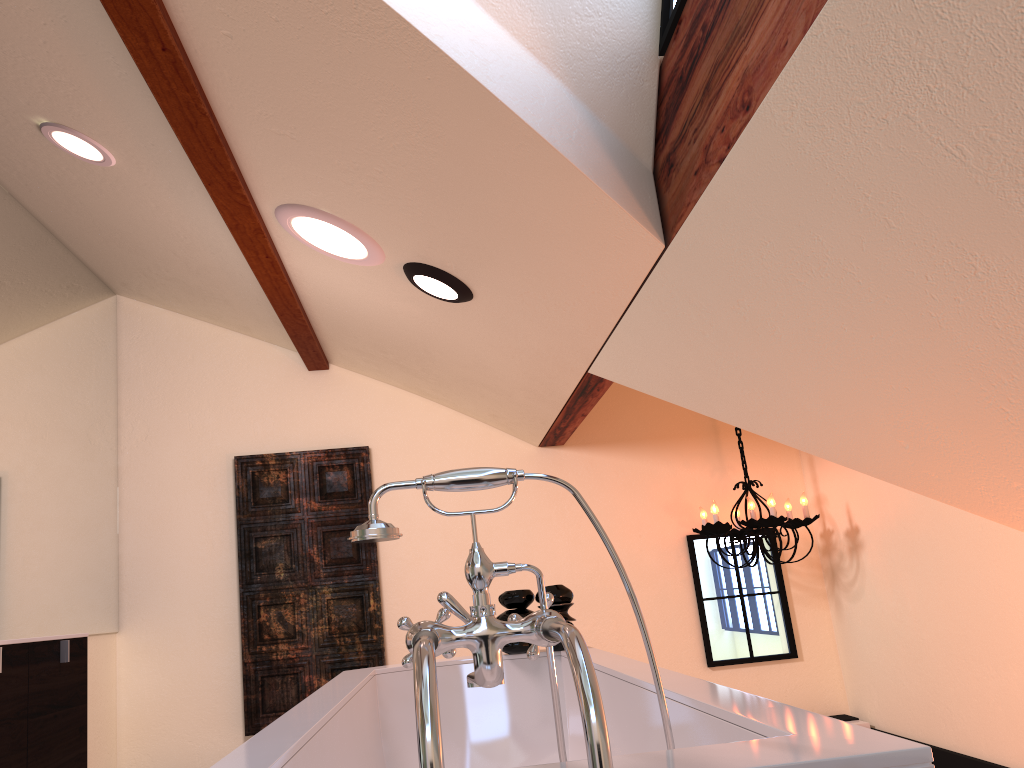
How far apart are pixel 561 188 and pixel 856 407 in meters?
0.8 m

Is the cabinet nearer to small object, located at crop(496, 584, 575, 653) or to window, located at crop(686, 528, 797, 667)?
small object, located at crop(496, 584, 575, 653)

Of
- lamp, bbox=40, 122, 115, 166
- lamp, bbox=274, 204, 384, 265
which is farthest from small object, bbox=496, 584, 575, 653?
lamp, bbox=40, 122, 115, 166

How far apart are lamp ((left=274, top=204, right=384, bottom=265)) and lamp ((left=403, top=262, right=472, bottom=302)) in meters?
0.1 m

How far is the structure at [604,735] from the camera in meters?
0.8

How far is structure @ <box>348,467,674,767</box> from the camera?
0.83m

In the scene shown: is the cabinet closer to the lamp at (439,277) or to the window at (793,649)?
the lamp at (439,277)

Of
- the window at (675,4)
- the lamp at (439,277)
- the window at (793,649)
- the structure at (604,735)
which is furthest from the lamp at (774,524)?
the structure at (604,735)

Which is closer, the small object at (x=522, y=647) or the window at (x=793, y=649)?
the small object at (x=522, y=647)

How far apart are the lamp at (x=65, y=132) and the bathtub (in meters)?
1.72
